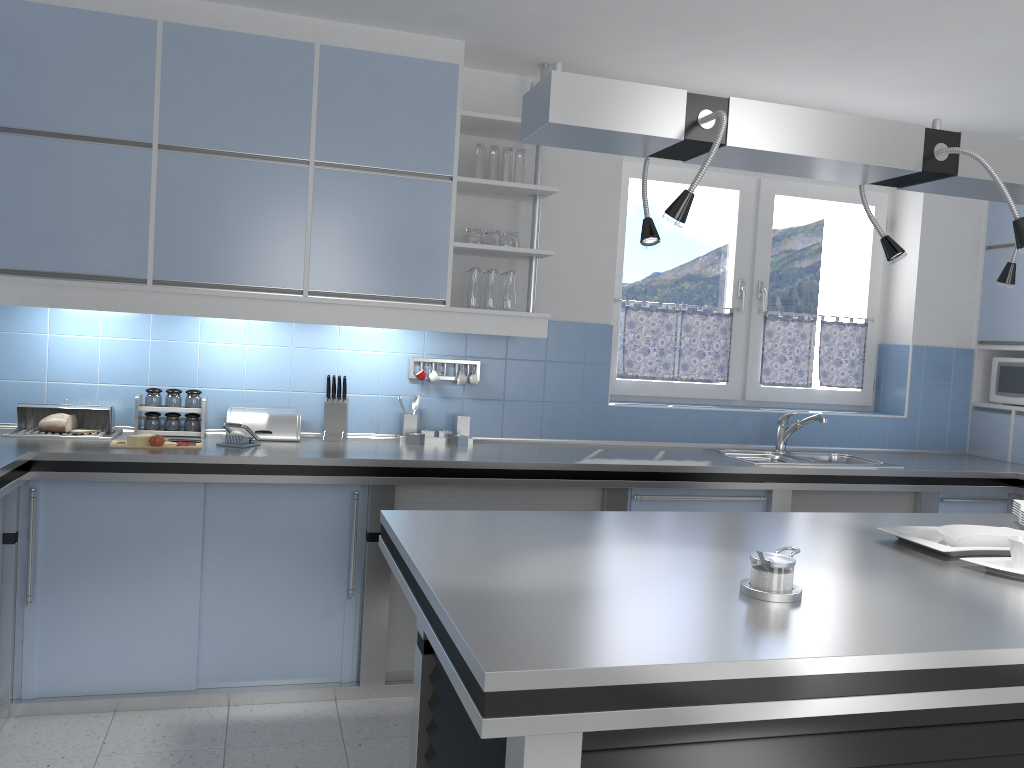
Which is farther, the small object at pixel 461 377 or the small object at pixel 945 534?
the small object at pixel 461 377

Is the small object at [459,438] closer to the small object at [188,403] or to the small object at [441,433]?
the small object at [441,433]

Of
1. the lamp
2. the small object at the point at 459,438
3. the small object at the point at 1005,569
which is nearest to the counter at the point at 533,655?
the small object at the point at 1005,569

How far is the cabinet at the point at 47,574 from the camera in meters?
3.2 m

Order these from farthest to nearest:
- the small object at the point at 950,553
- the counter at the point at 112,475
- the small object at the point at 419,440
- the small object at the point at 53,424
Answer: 1. the small object at the point at 419,440
2. the small object at the point at 53,424
3. the counter at the point at 112,475
4. the small object at the point at 950,553

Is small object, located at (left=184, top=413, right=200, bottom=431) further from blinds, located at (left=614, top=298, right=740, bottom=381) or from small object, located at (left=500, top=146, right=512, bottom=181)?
blinds, located at (left=614, top=298, right=740, bottom=381)

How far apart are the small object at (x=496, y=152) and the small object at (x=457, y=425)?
1.11m

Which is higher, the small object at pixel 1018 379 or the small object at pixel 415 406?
the small object at pixel 1018 379

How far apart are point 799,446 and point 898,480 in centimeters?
69cm

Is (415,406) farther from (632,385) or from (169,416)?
(632,385)
